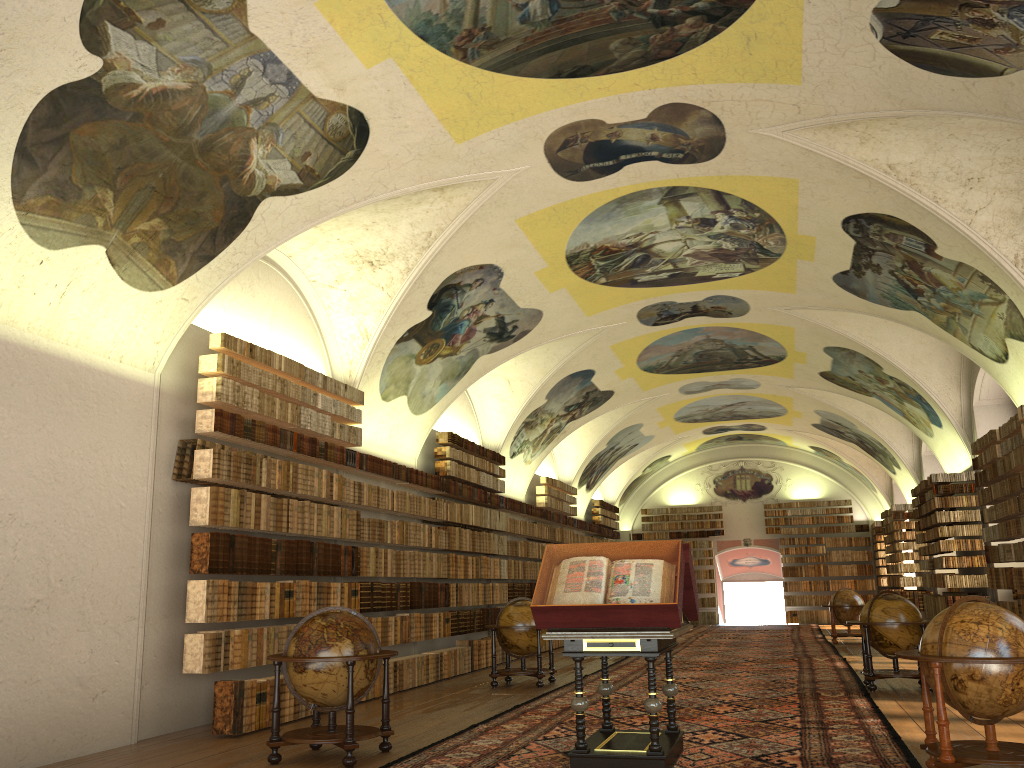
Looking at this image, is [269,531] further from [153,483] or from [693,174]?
[693,174]

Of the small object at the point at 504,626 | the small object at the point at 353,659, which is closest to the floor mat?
the small object at the point at 353,659

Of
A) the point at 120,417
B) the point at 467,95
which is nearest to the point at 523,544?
the point at 120,417

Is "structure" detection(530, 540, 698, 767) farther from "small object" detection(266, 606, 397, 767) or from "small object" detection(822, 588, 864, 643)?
"small object" detection(822, 588, 864, 643)

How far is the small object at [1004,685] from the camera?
6.7m

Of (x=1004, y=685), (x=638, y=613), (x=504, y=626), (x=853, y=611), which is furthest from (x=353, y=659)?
(x=853, y=611)

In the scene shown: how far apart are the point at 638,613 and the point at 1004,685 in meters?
2.8

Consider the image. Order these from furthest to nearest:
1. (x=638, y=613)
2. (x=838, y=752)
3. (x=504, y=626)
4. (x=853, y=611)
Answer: (x=853, y=611)
(x=504, y=626)
(x=838, y=752)
(x=638, y=613)

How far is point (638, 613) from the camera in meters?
7.3

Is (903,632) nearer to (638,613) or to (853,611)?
(638,613)
